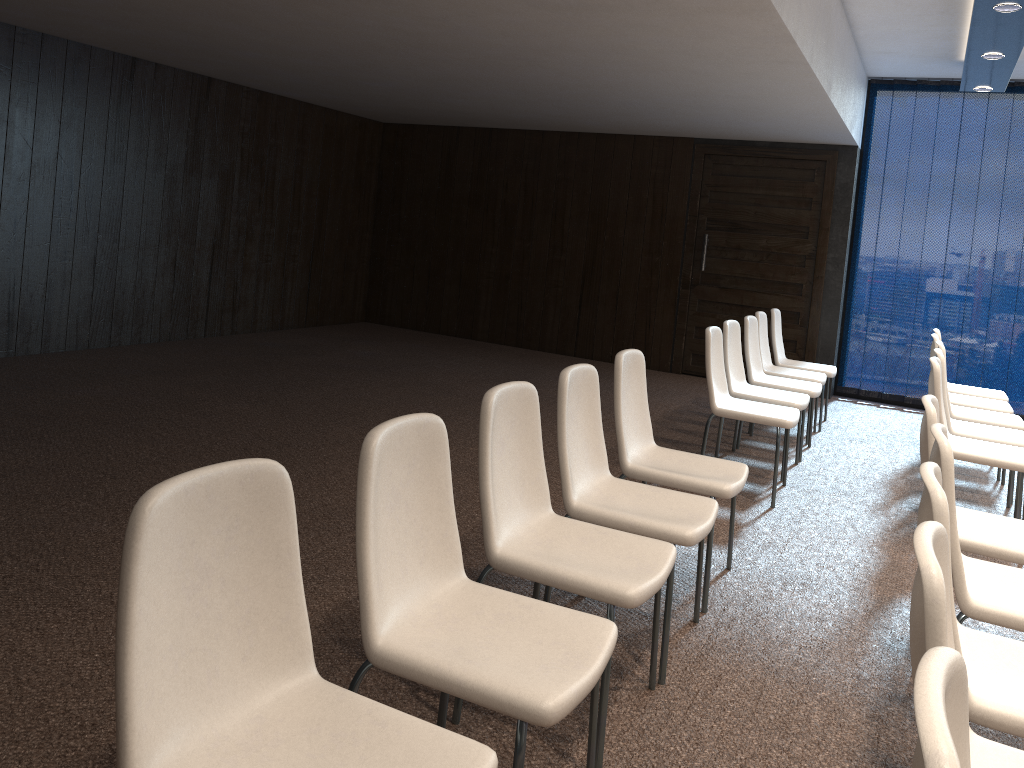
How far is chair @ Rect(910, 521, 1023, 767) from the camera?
1.5m

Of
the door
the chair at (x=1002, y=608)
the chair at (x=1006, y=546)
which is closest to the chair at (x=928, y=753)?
the chair at (x=1002, y=608)

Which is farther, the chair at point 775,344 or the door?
the door

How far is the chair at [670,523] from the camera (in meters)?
2.90

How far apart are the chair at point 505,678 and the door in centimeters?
700cm

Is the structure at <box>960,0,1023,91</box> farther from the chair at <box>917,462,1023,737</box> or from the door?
the chair at <box>917,462,1023,737</box>

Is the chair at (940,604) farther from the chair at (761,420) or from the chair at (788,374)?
the chair at (788,374)

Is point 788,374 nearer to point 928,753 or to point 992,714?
point 992,714

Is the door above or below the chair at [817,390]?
above

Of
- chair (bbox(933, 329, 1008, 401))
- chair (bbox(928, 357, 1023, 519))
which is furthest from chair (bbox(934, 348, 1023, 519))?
chair (bbox(933, 329, 1008, 401))
